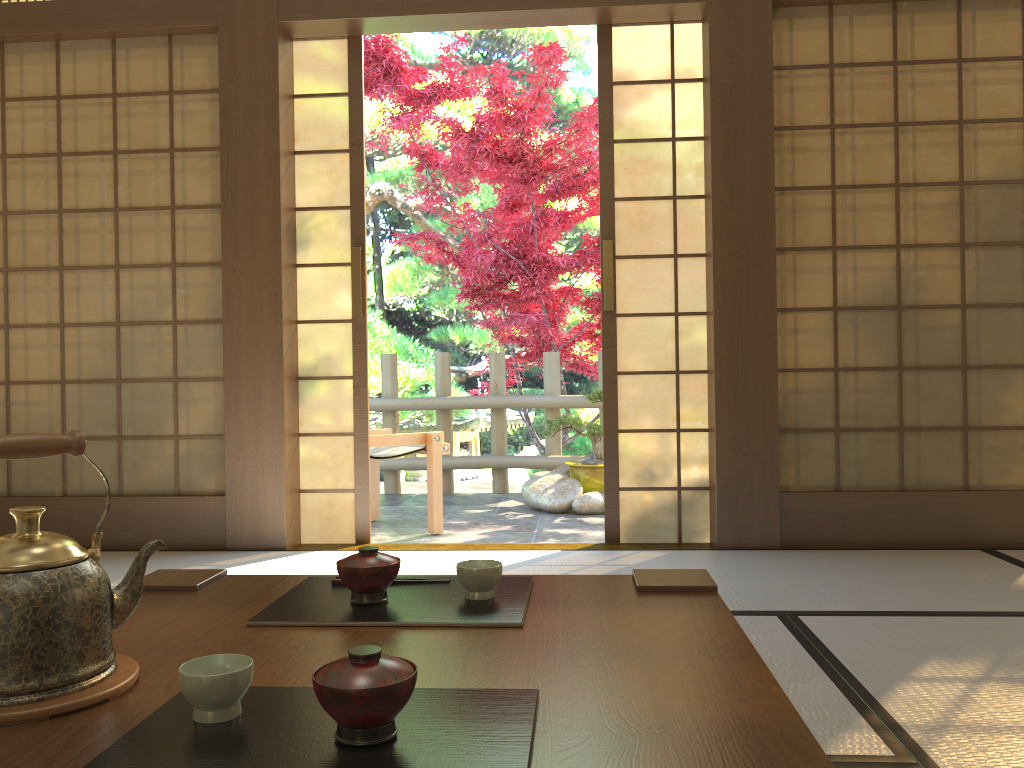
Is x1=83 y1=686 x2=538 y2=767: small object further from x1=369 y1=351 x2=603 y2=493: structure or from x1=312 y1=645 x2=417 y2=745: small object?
x1=369 y1=351 x2=603 y2=493: structure

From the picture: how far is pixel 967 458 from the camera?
3.61m

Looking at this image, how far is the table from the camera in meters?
0.8 m

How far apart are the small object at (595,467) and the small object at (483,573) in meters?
4.2 m

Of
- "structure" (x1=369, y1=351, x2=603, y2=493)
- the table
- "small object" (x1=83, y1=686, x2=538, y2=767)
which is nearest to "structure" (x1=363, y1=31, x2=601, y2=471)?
"structure" (x1=369, y1=351, x2=603, y2=493)

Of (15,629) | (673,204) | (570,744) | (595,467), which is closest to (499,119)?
(595,467)

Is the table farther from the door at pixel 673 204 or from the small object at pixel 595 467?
the small object at pixel 595 467

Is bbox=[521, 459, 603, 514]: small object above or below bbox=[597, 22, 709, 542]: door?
below

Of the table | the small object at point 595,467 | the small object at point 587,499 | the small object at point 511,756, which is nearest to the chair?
the small object at point 587,499

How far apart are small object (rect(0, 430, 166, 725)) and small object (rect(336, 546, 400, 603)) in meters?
0.3
